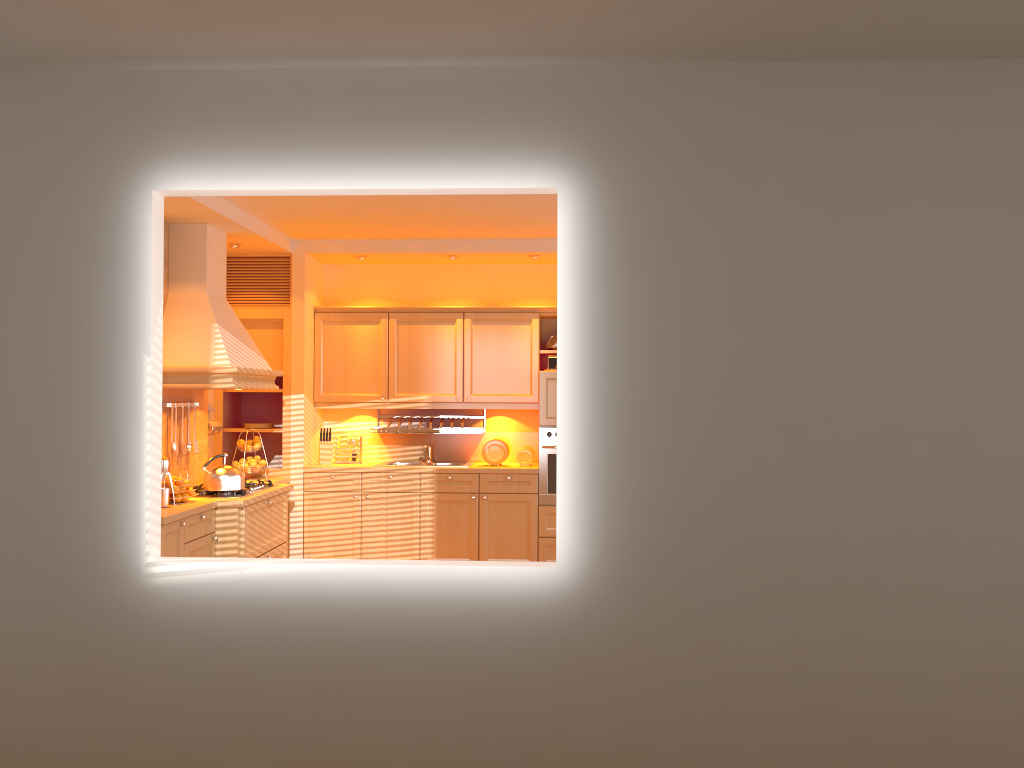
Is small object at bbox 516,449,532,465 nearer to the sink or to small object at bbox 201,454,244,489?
the sink

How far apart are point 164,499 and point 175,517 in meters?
0.3 m

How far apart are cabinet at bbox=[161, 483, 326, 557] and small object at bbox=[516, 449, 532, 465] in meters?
1.8 m

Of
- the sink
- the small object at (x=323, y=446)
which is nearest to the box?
the sink

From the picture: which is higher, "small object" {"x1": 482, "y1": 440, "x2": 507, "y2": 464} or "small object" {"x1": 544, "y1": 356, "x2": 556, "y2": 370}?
"small object" {"x1": 544, "y1": 356, "x2": 556, "y2": 370}

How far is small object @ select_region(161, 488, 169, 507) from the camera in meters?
4.9 m

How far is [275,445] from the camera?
7.4m

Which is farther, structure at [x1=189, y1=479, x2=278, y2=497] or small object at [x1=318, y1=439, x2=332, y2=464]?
small object at [x1=318, y1=439, x2=332, y2=464]

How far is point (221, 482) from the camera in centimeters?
541cm

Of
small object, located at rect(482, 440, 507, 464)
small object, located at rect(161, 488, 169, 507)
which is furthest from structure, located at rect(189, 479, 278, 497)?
small object, located at rect(482, 440, 507, 464)
